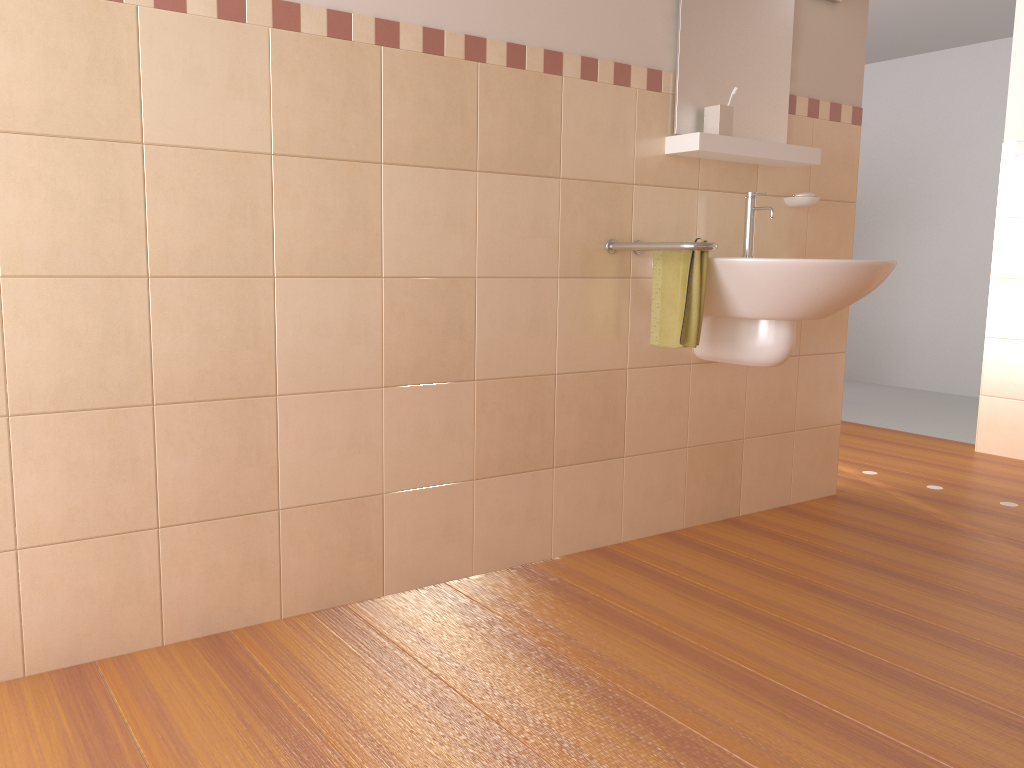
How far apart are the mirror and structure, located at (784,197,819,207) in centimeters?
20cm

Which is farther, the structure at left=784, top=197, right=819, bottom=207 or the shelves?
the structure at left=784, top=197, right=819, bottom=207

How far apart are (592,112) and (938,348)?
4.53m

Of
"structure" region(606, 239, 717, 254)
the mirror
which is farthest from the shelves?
"structure" region(606, 239, 717, 254)

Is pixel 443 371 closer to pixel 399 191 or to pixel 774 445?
pixel 399 191

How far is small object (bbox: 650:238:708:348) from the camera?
2.40m

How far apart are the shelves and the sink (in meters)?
0.11

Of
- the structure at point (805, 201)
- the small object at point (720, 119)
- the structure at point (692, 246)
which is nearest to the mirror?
the small object at point (720, 119)

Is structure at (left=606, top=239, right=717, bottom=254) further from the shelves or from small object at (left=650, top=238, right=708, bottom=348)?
the shelves

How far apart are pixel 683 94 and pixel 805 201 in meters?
0.6 m
